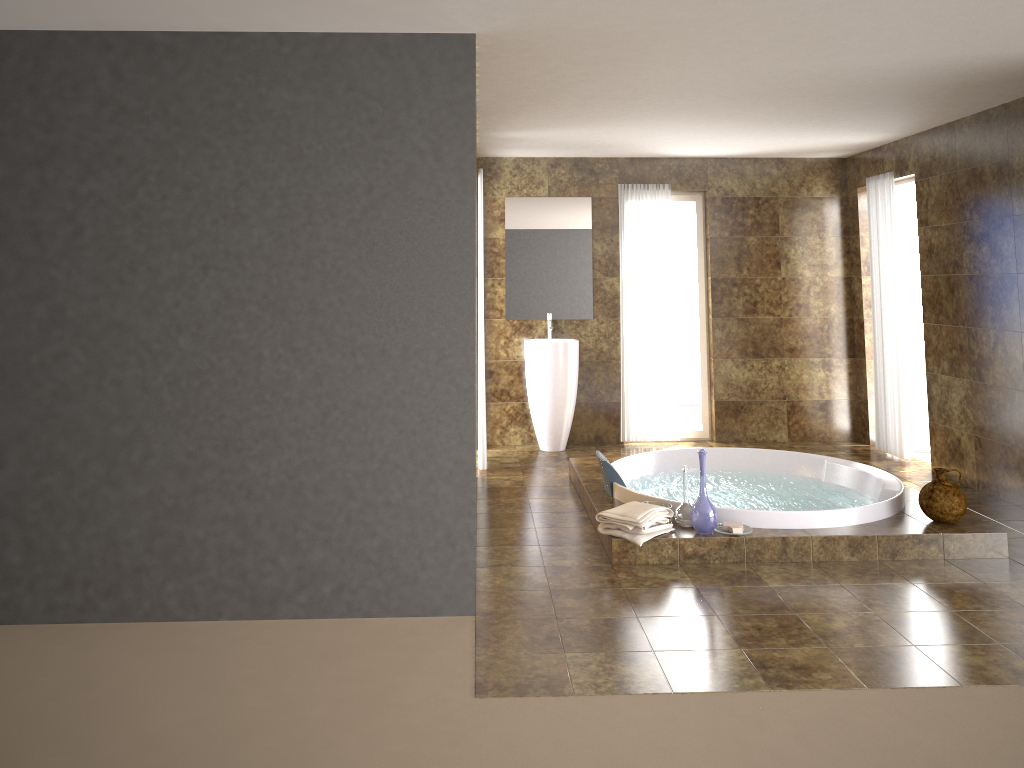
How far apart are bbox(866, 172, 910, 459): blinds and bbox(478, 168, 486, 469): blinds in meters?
3.3

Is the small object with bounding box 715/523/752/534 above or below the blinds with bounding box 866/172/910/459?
below

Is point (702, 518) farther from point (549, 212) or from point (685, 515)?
point (549, 212)

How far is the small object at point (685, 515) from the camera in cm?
470

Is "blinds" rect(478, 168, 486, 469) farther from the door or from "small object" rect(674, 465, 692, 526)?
the door

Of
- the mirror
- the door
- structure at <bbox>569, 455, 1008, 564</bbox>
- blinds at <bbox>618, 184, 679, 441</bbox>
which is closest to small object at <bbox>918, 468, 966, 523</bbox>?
structure at <bbox>569, 455, 1008, 564</bbox>

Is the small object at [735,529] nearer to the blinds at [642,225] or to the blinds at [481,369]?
the blinds at [481,369]

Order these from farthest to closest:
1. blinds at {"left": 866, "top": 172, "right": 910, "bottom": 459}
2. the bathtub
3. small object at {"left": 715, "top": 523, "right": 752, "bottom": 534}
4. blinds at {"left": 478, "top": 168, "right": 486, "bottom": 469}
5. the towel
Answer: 1. blinds at {"left": 866, "top": 172, "right": 910, "bottom": 459}
2. blinds at {"left": 478, "top": 168, "right": 486, "bottom": 469}
3. the bathtub
4. small object at {"left": 715, "top": 523, "right": 752, "bottom": 534}
5. the towel

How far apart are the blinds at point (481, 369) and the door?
3.7m

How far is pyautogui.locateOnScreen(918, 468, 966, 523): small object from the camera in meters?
4.6 m
